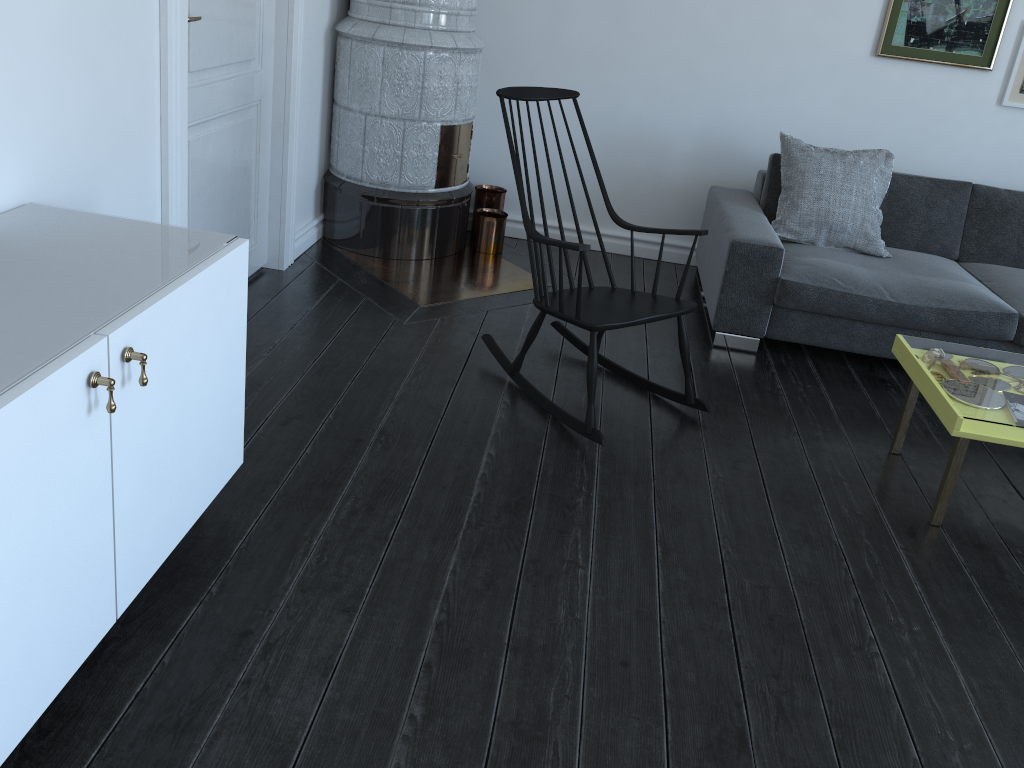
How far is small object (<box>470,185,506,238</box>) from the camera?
4.5m

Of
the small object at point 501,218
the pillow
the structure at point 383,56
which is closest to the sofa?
the pillow

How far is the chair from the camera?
2.8m

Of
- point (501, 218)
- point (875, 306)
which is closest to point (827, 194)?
point (875, 306)

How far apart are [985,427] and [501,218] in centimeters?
256cm

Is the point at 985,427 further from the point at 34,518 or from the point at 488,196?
the point at 488,196

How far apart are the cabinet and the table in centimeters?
194cm

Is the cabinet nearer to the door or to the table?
the door

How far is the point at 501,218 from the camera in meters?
4.4 m

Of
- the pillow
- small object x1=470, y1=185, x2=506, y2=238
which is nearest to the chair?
the pillow
